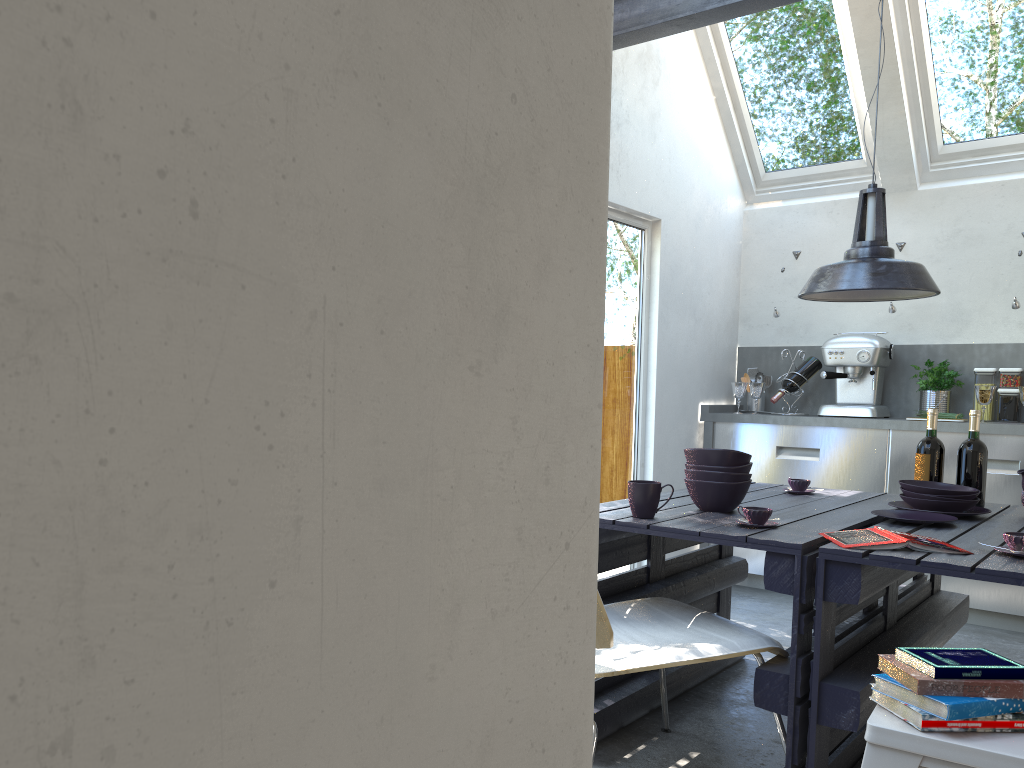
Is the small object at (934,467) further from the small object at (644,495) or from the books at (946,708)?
the books at (946,708)

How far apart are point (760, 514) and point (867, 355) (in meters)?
2.94

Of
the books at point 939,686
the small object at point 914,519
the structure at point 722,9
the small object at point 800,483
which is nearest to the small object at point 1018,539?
the small object at point 914,519

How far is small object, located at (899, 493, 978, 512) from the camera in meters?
2.9 m

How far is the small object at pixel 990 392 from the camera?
4.69m

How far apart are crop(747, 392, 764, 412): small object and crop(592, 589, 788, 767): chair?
3.1 meters

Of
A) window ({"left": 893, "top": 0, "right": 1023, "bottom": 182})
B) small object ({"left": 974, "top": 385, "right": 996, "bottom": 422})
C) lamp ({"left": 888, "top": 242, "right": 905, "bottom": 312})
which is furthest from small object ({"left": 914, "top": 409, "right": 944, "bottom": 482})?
window ({"left": 893, "top": 0, "right": 1023, "bottom": 182})

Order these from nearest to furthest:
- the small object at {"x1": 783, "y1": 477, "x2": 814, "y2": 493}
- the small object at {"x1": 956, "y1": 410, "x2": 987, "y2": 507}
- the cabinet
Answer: the small object at {"x1": 956, "y1": 410, "x2": 987, "y2": 507}, the small object at {"x1": 783, "y1": 477, "x2": 814, "y2": 493}, the cabinet

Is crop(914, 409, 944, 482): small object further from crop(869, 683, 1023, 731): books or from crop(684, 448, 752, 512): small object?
crop(869, 683, 1023, 731): books

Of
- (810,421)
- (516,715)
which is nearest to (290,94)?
(516,715)
